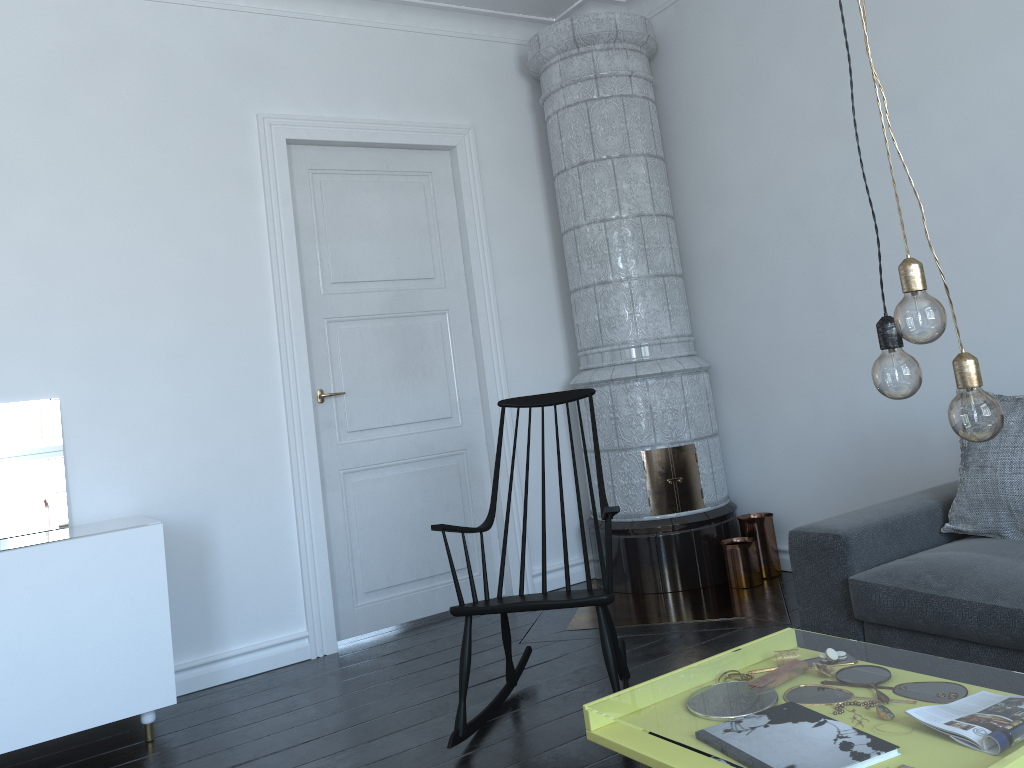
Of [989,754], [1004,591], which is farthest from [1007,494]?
[989,754]

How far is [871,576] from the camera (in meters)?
2.62

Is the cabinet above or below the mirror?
below

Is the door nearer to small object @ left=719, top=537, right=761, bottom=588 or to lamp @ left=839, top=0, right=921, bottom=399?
small object @ left=719, top=537, right=761, bottom=588

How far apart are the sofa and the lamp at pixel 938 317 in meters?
1.3

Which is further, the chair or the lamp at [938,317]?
the chair

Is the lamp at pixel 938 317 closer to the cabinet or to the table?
the table

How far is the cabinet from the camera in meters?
2.9

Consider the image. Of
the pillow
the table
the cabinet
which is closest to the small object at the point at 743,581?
the pillow

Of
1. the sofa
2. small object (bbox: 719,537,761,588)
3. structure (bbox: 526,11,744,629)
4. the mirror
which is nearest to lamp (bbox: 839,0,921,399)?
the sofa
